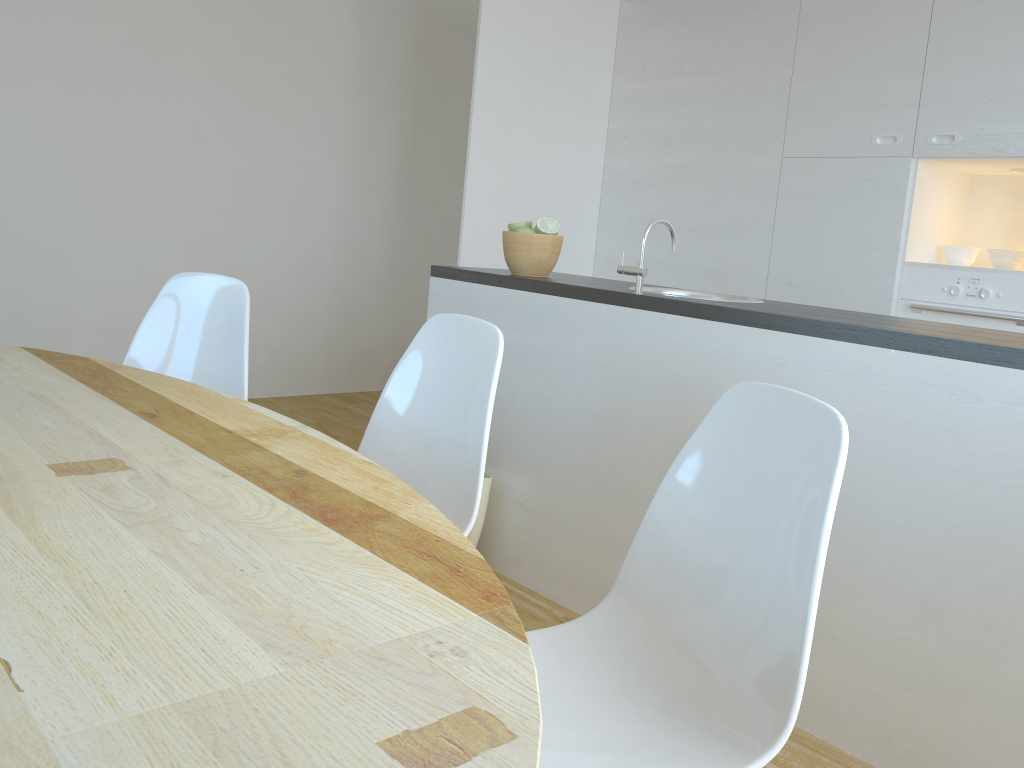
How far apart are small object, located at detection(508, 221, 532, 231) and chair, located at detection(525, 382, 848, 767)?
1.7m

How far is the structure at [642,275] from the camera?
2.5 meters

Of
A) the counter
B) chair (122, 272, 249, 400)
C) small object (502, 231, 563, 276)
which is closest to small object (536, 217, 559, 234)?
small object (502, 231, 563, 276)

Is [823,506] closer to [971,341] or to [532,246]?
[971,341]

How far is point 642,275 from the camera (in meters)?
2.46

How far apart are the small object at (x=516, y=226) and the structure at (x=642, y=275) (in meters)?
0.55

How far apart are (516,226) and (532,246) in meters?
0.1

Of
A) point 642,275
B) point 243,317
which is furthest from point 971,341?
point 243,317

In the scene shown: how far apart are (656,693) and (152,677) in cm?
80

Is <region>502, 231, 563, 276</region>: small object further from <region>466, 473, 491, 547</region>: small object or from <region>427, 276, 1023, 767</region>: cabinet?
<region>466, 473, 491, 547</region>: small object
